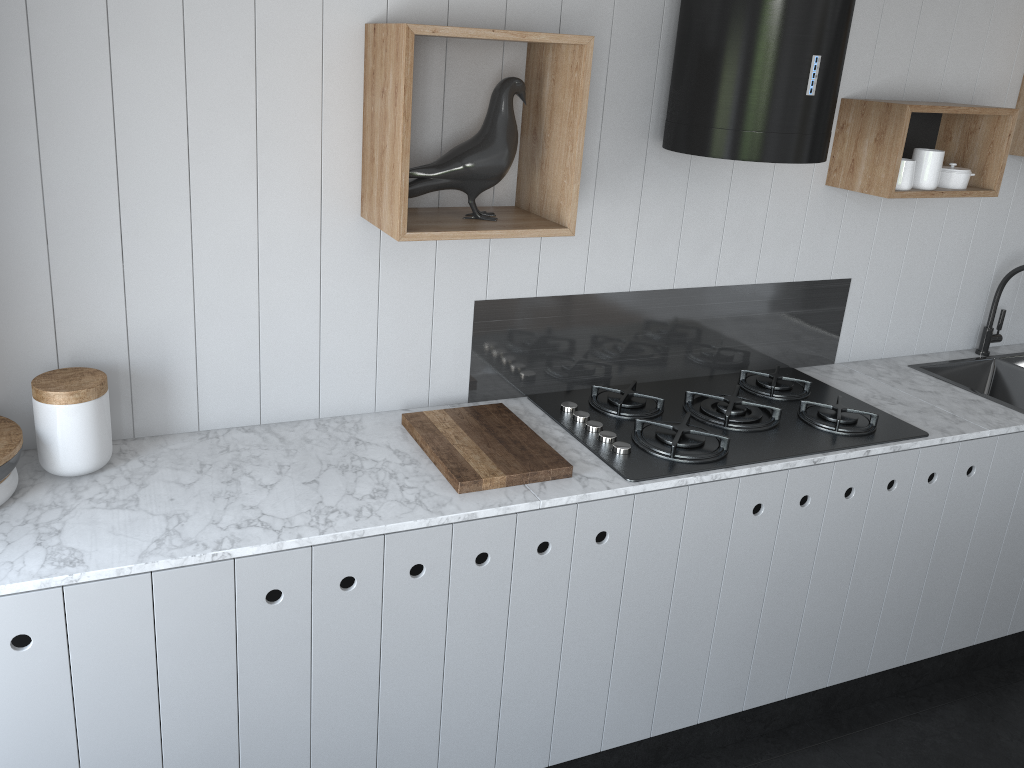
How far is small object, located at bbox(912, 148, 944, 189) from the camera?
2.59m

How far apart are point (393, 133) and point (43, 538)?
1.1m

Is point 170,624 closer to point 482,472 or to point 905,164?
point 482,472

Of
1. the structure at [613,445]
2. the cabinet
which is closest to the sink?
the cabinet

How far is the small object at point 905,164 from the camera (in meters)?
2.56

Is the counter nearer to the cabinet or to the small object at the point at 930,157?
the cabinet

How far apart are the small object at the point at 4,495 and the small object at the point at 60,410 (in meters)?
0.07

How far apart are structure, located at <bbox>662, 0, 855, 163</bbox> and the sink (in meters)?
1.14

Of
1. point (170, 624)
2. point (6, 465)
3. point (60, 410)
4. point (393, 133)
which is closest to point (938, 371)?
point (393, 133)

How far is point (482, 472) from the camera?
2.0 meters
